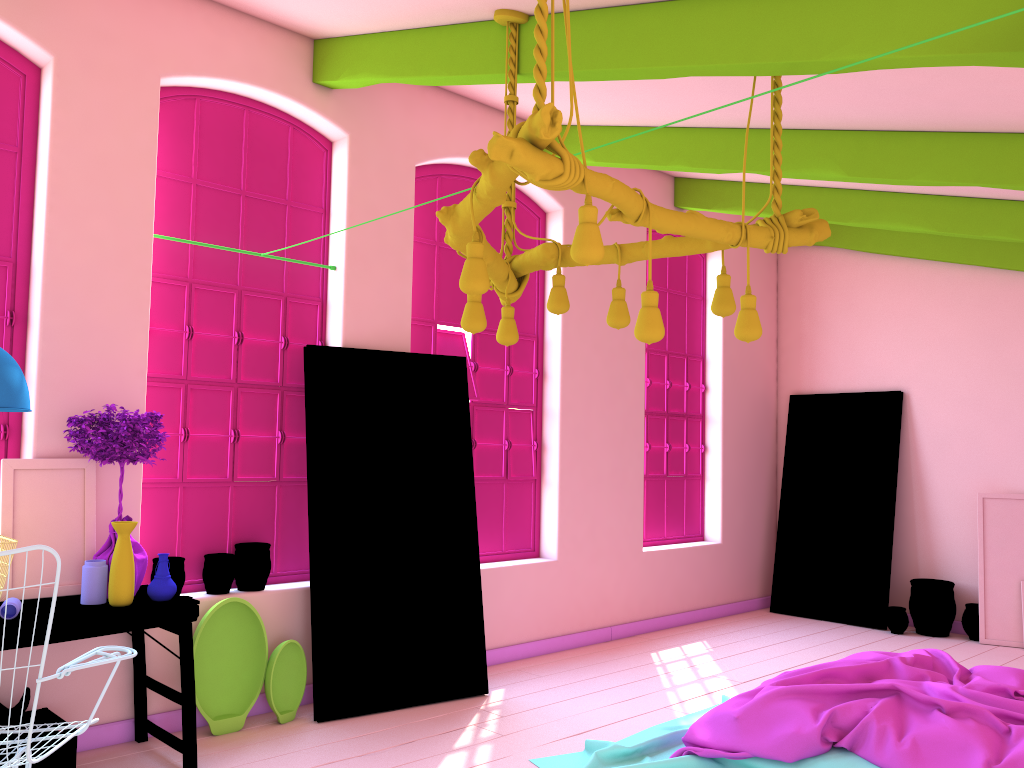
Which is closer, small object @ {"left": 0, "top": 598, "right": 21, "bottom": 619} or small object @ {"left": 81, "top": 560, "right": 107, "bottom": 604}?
small object @ {"left": 0, "top": 598, "right": 21, "bottom": 619}

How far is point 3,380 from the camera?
3.6m

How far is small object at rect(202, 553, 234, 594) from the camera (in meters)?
5.06

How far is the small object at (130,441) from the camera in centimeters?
424cm

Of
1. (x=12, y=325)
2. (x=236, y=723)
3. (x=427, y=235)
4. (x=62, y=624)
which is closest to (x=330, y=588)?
(x=236, y=723)

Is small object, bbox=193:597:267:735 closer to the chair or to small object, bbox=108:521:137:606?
small object, bbox=108:521:137:606

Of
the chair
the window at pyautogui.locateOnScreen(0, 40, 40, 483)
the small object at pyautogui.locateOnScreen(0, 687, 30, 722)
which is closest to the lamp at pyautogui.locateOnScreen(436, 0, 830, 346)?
the chair

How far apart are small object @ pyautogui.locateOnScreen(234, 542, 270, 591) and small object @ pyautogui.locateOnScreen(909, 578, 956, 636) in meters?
5.7

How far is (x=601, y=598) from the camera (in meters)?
7.34

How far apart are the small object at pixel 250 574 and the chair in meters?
1.7
